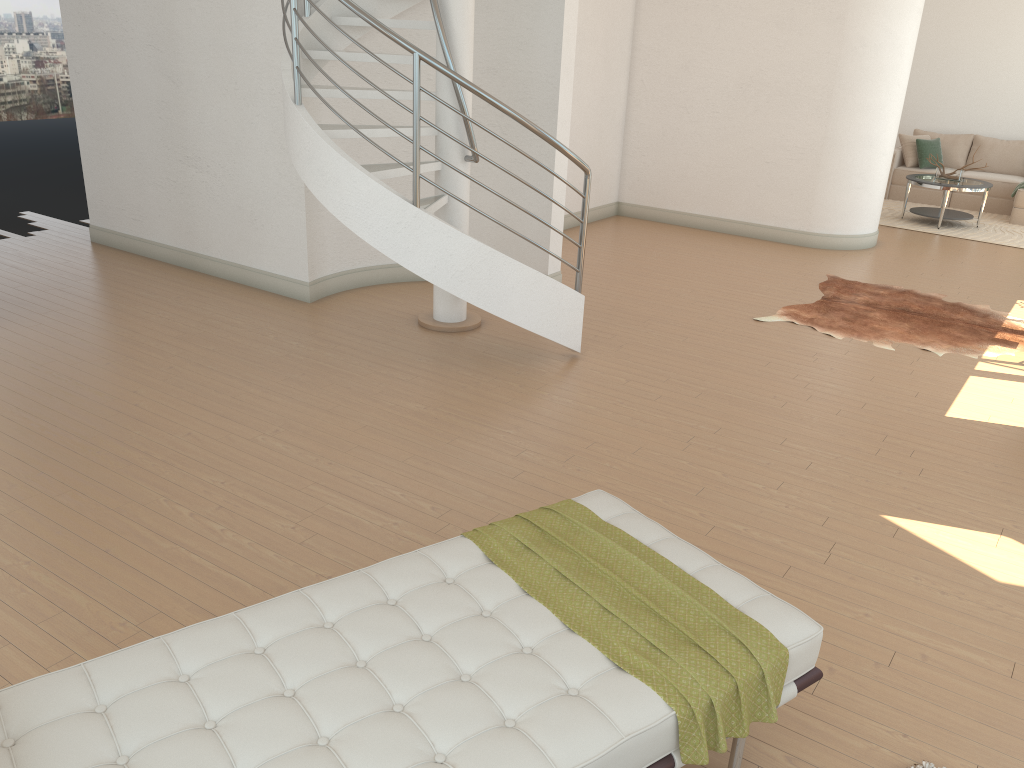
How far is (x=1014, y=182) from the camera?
11.3 meters

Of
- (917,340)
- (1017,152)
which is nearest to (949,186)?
(1017,152)

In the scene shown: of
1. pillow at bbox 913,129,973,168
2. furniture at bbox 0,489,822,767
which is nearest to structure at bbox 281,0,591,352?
furniture at bbox 0,489,822,767

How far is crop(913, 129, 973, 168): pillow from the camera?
12.1m

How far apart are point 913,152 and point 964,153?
0.73m

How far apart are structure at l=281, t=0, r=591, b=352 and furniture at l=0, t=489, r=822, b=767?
2.36m

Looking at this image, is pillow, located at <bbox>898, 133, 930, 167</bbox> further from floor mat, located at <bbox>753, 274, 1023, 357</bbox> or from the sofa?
floor mat, located at <bbox>753, 274, 1023, 357</bbox>

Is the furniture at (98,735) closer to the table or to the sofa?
the table

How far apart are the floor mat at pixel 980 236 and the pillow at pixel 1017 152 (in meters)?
0.97

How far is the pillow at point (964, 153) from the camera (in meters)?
12.13
